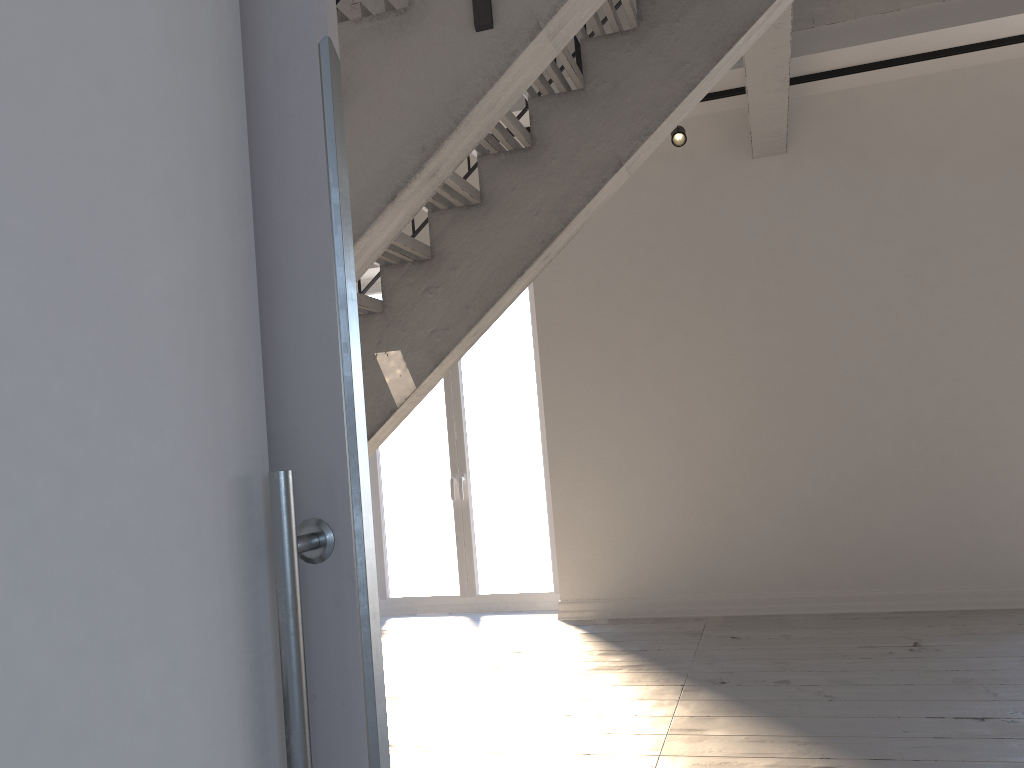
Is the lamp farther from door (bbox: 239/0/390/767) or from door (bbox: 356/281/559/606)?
door (bbox: 239/0/390/767)

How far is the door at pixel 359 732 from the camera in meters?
0.6

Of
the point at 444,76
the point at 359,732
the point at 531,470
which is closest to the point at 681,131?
the point at 531,470

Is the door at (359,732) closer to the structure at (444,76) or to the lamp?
the structure at (444,76)

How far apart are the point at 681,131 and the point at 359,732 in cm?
478

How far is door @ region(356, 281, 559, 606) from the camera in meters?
5.9 m

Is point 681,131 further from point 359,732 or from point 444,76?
point 359,732

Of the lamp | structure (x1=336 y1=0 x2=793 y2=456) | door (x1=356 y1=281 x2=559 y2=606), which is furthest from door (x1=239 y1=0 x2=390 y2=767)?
door (x1=356 y1=281 x2=559 y2=606)

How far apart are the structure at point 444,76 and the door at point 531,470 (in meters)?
1.72

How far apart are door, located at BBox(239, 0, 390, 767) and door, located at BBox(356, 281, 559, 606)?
5.22m
